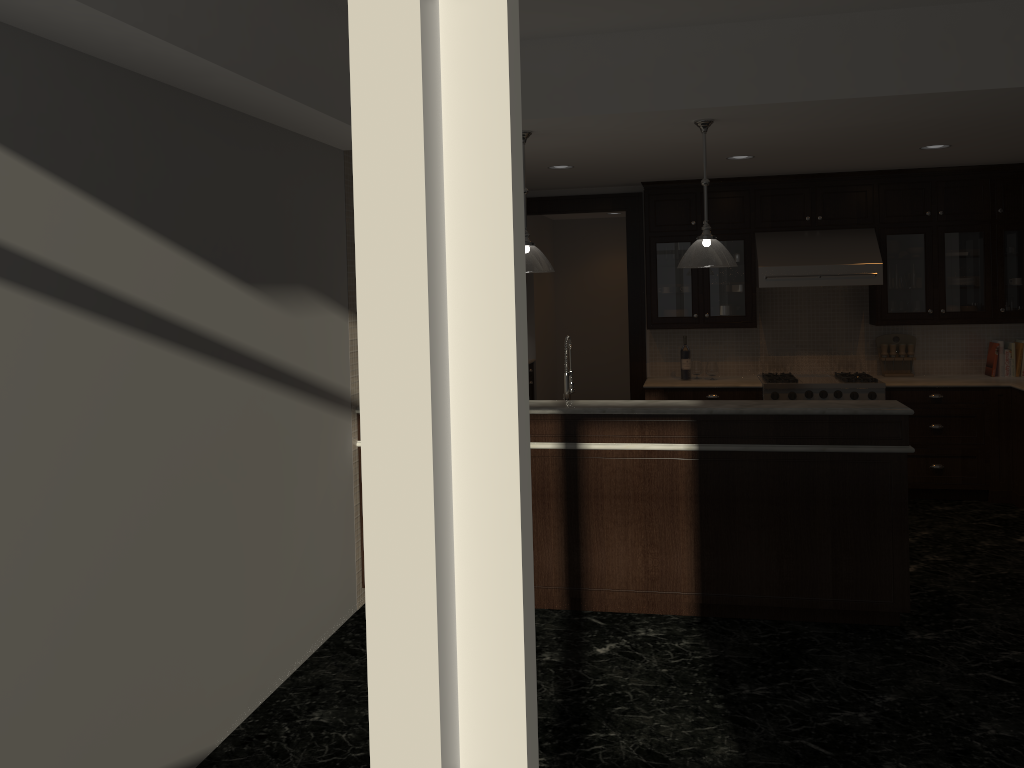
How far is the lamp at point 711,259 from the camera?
4.55m

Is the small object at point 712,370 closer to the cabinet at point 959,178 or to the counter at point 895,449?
the cabinet at point 959,178

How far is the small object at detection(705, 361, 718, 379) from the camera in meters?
7.4 m

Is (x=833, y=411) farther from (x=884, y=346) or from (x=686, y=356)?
(x=884, y=346)

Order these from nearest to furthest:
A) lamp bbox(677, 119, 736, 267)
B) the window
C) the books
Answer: the window, lamp bbox(677, 119, 736, 267), the books

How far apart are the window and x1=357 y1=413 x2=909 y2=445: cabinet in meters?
3.7

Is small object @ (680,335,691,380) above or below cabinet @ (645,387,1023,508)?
above

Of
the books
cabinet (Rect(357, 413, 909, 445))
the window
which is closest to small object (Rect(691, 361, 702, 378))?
the books

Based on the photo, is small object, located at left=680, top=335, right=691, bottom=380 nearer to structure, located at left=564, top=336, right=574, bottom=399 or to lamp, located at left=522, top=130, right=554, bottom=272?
structure, located at left=564, top=336, right=574, bottom=399

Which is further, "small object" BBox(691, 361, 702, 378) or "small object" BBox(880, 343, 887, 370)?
"small object" BBox(691, 361, 702, 378)
